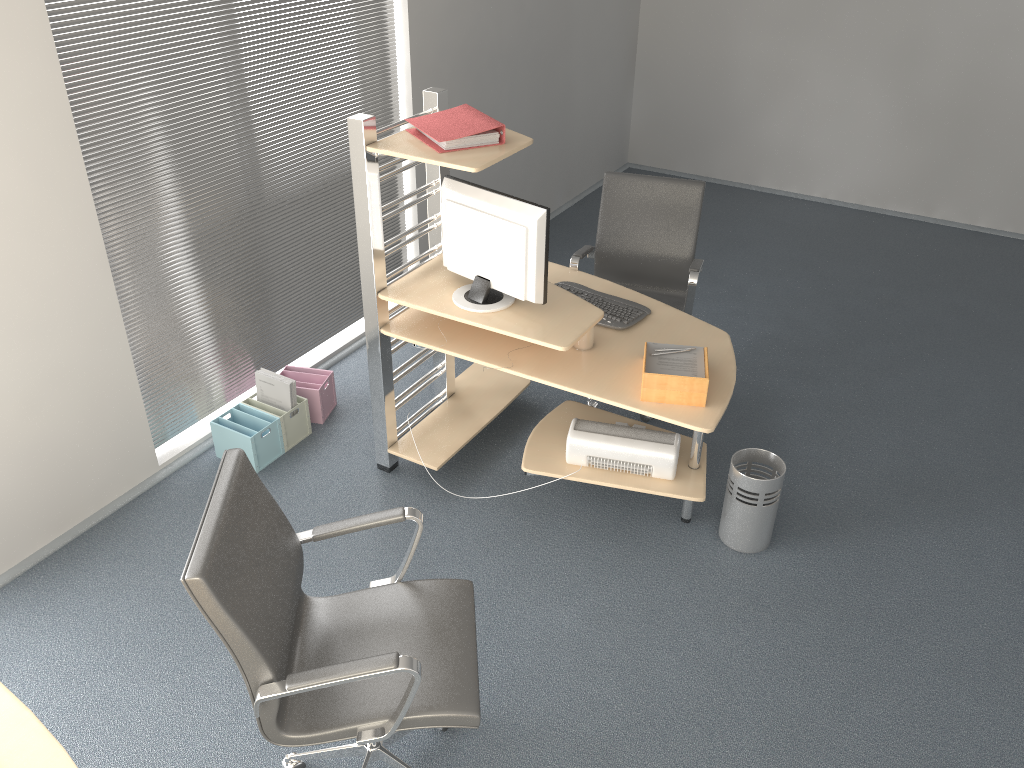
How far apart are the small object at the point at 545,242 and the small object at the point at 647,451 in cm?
53

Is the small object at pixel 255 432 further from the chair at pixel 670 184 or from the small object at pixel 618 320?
the chair at pixel 670 184

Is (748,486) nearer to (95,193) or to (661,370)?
(661,370)

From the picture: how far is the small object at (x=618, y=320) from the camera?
3.6 meters

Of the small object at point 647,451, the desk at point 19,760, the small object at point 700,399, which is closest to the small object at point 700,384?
the small object at point 700,399

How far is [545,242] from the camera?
3.19m

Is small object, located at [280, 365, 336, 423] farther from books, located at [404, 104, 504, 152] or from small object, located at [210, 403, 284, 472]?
books, located at [404, 104, 504, 152]

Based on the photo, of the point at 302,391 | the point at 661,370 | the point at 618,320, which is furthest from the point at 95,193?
the point at 661,370

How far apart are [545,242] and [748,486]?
1.21m

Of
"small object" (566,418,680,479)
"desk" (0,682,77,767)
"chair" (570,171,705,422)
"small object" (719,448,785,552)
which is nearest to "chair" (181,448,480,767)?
"desk" (0,682,77,767)
